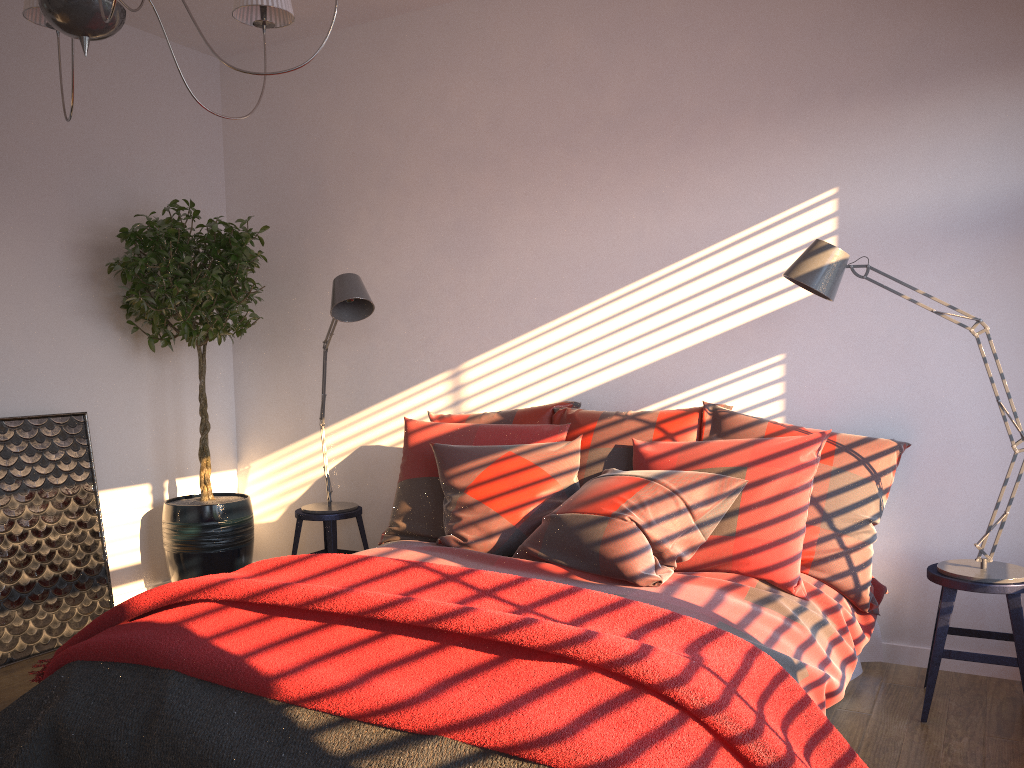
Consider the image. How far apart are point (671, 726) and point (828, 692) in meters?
0.9 m

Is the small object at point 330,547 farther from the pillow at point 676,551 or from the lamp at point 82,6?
the lamp at point 82,6

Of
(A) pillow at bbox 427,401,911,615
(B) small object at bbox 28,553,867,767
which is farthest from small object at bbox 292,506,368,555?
(B) small object at bbox 28,553,867,767

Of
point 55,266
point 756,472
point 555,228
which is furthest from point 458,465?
point 55,266

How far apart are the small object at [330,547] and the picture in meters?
0.9 m

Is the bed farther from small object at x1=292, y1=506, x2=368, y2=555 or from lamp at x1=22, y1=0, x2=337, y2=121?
lamp at x1=22, y1=0, x2=337, y2=121

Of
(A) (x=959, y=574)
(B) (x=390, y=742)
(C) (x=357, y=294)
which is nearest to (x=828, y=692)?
(A) (x=959, y=574)

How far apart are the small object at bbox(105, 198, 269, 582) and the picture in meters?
0.3

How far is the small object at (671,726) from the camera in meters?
1.7

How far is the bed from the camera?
2.4m
